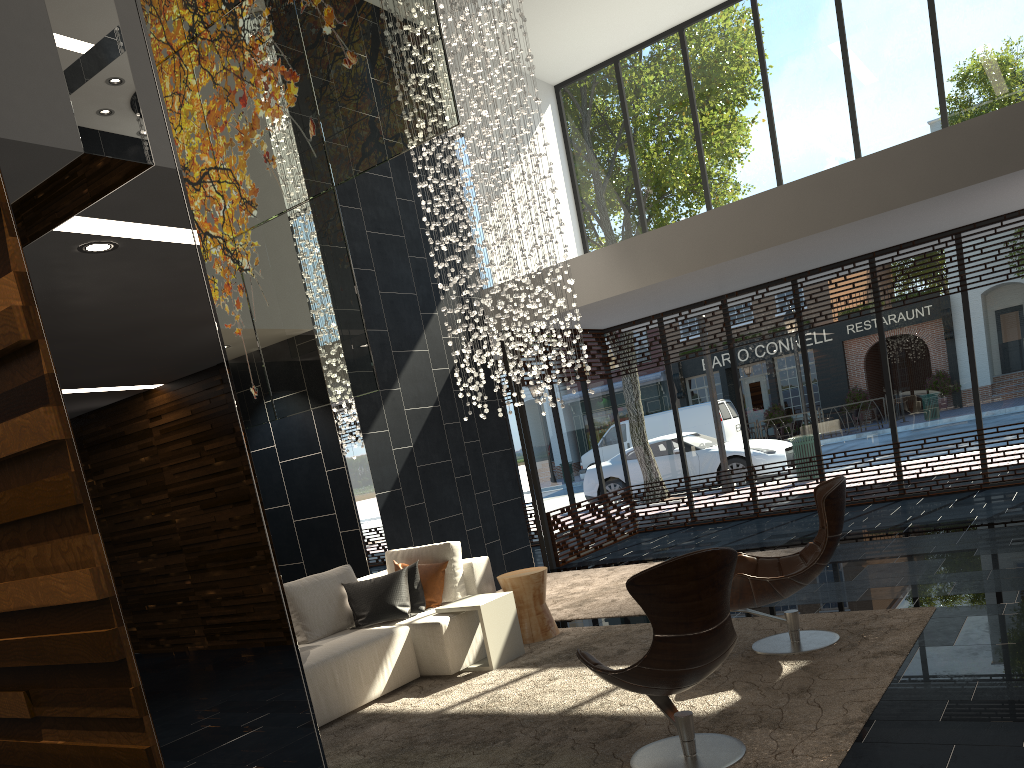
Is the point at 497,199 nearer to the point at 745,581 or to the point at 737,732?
the point at 745,581

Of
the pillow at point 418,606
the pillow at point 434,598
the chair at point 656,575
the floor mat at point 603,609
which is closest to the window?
the floor mat at point 603,609

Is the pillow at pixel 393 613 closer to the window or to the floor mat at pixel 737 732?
the floor mat at pixel 737 732

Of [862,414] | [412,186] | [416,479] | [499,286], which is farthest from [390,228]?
[862,414]

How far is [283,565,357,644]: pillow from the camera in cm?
573

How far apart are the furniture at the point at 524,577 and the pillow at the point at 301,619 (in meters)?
1.07

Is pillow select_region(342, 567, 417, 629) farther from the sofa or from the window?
the window

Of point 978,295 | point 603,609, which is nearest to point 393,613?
point 603,609

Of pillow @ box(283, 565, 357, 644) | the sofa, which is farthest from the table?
pillow @ box(283, 565, 357, 644)

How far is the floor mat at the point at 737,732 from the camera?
3.63m
